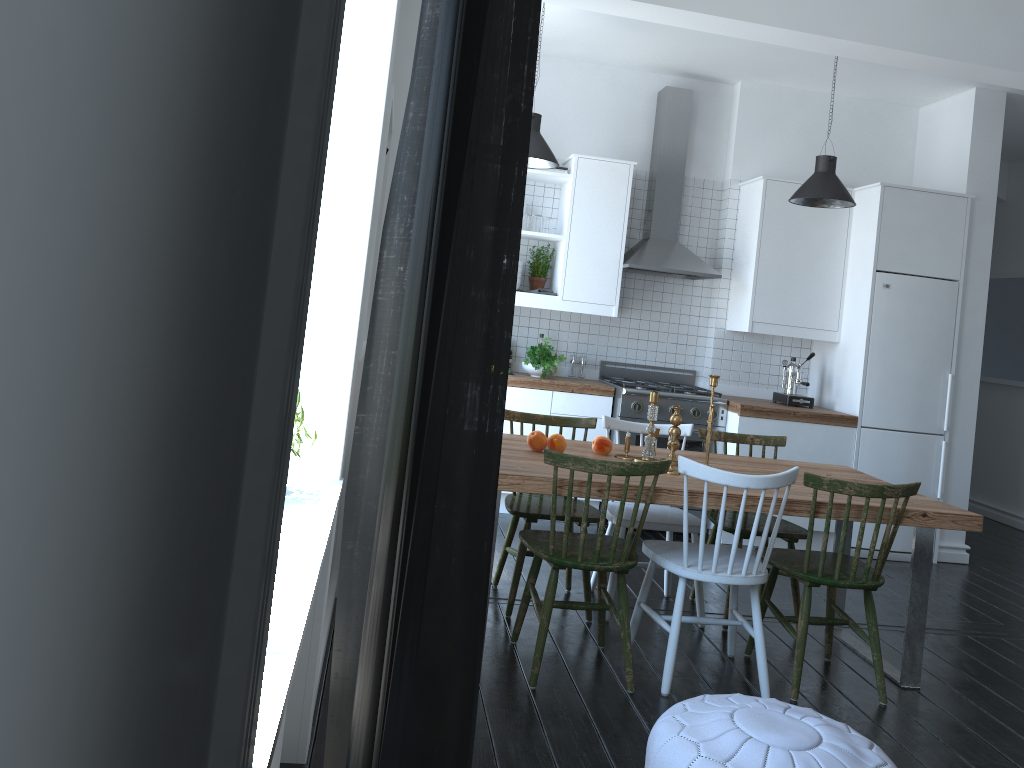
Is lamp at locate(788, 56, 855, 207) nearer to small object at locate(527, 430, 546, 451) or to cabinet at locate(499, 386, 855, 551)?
cabinet at locate(499, 386, 855, 551)

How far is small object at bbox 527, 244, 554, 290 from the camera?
5.95m

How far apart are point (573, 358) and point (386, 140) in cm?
352

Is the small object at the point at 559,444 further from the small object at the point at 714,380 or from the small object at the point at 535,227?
the small object at the point at 535,227

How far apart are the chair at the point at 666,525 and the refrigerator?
1.9 meters

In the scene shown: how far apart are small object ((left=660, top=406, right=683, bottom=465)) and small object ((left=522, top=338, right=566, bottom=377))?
1.9 meters

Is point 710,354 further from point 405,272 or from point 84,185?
point 84,185

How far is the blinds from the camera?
0.39m

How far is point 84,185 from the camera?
0.30m

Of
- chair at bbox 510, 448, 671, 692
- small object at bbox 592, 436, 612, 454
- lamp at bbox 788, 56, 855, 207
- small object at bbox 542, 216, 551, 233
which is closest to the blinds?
chair at bbox 510, 448, 671, 692
